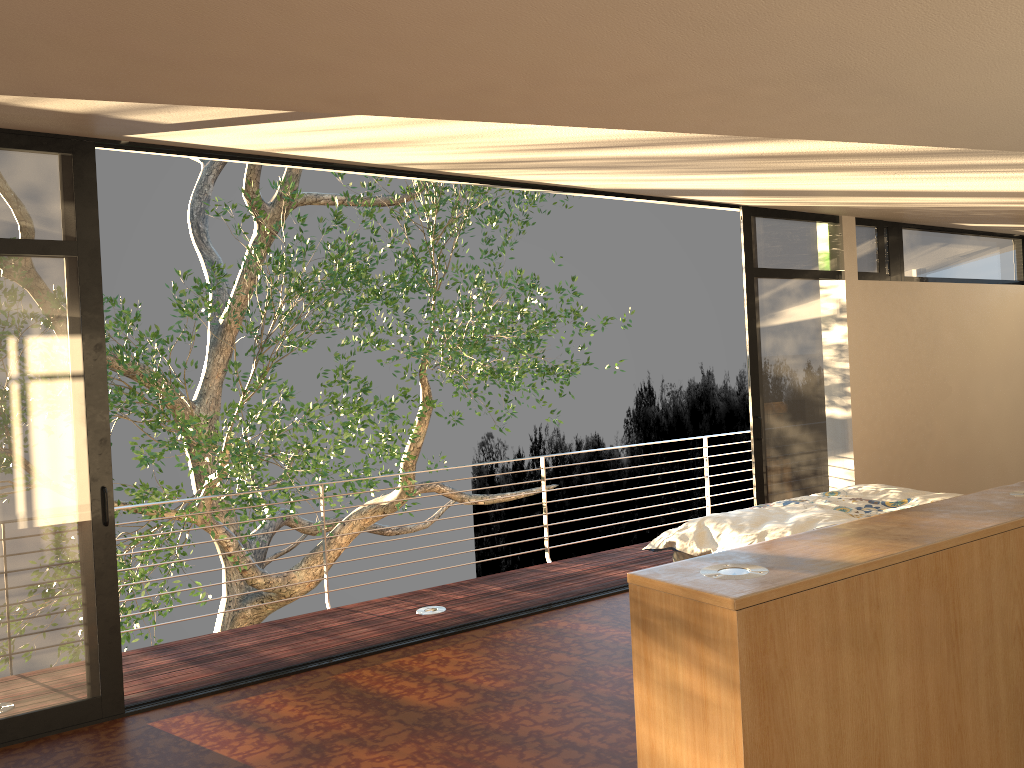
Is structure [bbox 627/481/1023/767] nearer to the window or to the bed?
the bed

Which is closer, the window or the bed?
the window

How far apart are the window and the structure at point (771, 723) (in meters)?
2.84

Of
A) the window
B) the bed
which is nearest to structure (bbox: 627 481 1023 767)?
the bed

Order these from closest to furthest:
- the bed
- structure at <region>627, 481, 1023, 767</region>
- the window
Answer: structure at <region>627, 481, 1023, 767</region> < the window < the bed

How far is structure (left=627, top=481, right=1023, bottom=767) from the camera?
1.65m

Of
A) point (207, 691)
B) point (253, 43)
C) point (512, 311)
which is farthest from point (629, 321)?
point (253, 43)

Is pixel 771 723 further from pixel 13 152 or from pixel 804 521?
pixel 13 152

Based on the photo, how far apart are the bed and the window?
1.0 meters

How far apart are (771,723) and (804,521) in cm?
274
